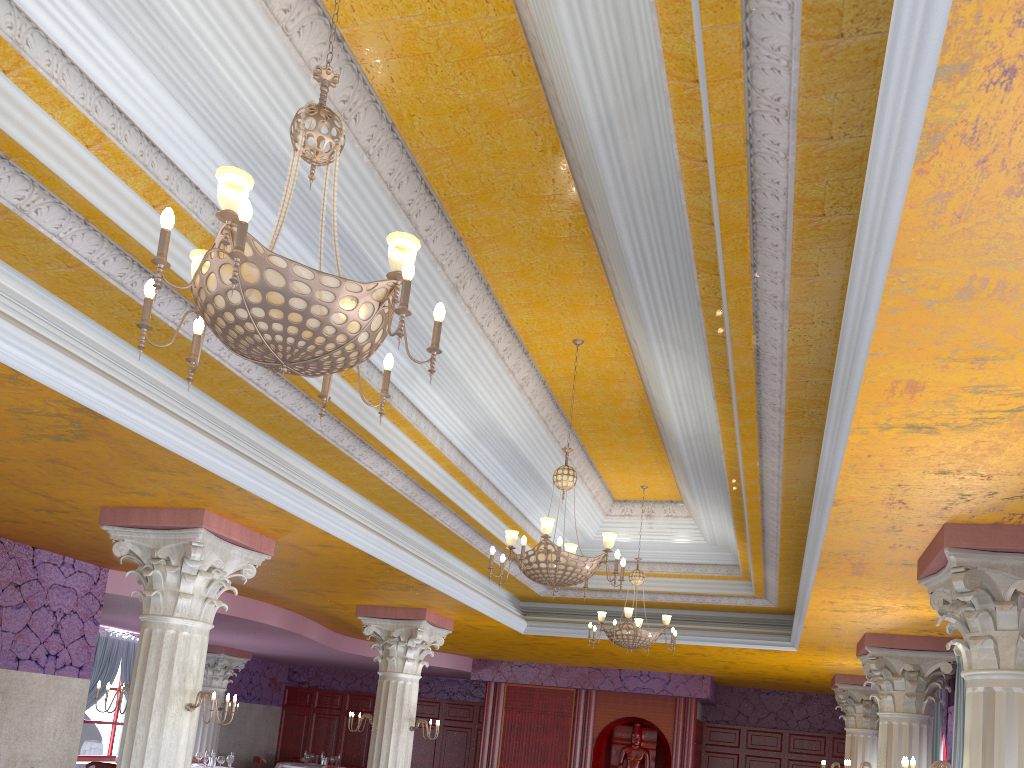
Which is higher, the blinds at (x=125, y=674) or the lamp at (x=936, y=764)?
the blinds at (x=125, y=674)

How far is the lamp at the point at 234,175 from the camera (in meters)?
2.88

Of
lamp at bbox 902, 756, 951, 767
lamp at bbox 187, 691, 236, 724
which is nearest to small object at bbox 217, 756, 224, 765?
lamp at bbox 187, 691, 236, 724

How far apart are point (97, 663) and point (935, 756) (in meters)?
13.31

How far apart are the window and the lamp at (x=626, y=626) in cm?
1081

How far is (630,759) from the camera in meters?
16.5 m

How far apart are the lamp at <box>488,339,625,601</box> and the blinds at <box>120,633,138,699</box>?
12.0m

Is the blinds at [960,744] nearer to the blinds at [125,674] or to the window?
the blinds at [125,674]

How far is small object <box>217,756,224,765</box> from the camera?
14.2 meters

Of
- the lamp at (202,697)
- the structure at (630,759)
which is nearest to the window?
the structure at (630,759)
